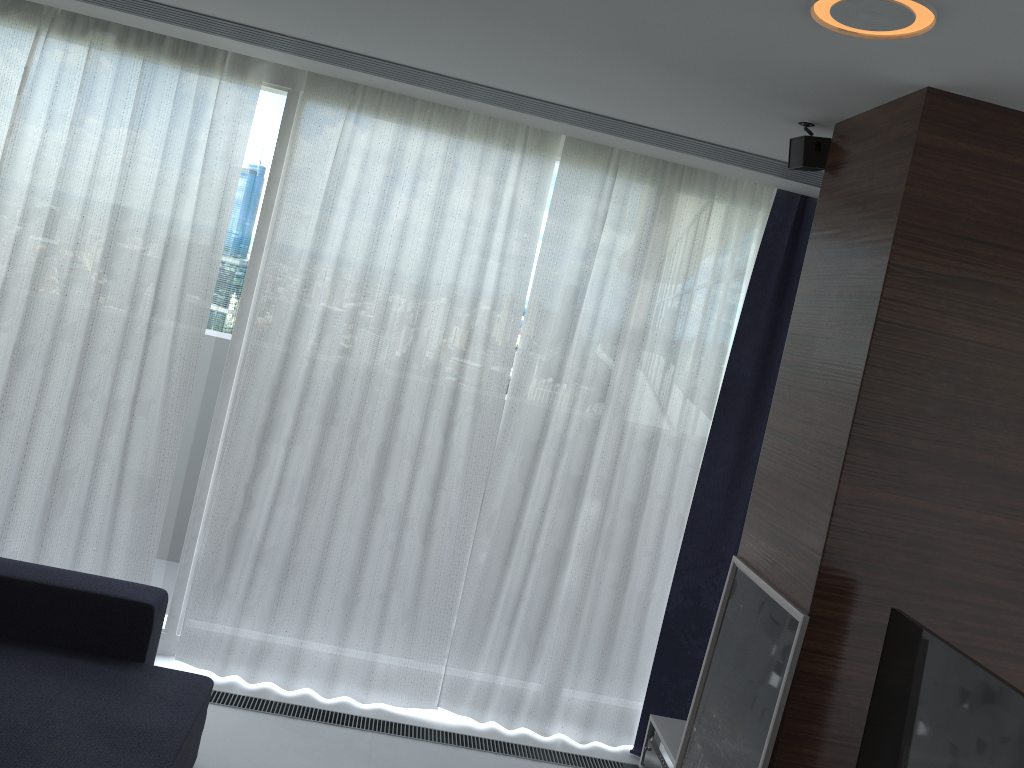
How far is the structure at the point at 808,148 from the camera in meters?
2.7

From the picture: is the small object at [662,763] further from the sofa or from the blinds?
the sofa

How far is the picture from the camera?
2.3 meters

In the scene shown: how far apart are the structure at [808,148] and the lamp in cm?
76

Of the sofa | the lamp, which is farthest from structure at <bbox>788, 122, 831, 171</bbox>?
the sofa

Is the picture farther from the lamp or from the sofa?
the sofa

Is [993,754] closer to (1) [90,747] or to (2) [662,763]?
(2) [662,763]

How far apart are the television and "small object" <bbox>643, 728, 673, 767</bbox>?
0.92m

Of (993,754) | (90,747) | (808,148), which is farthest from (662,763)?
(808,148)

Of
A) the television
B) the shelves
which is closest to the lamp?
the television
